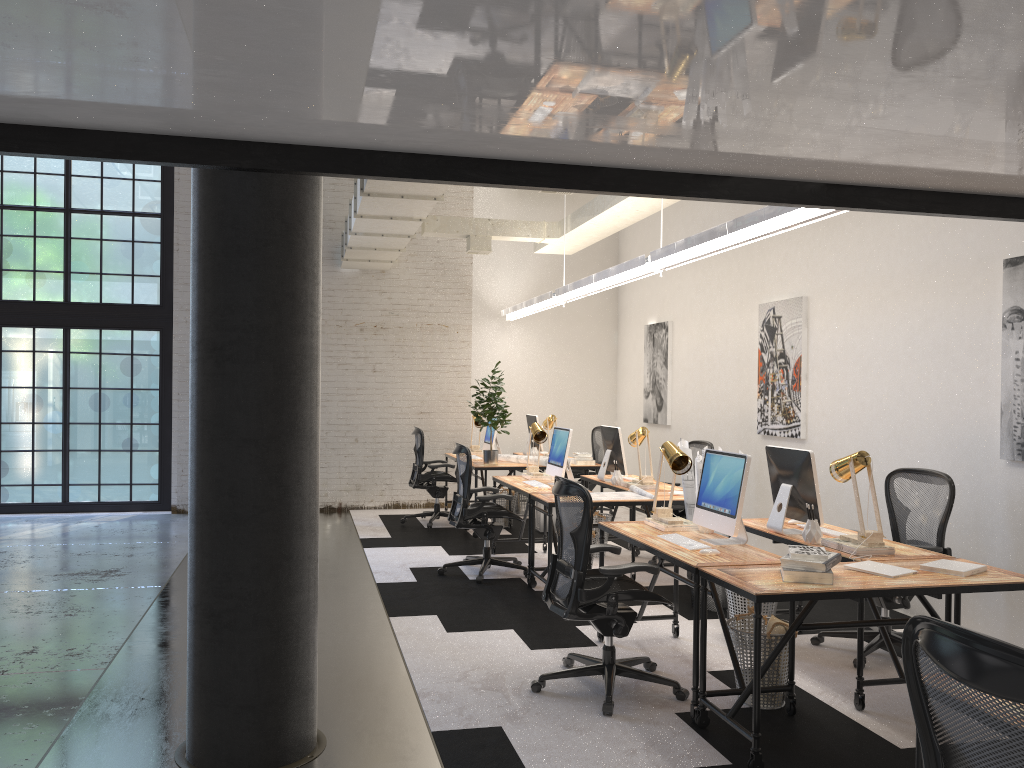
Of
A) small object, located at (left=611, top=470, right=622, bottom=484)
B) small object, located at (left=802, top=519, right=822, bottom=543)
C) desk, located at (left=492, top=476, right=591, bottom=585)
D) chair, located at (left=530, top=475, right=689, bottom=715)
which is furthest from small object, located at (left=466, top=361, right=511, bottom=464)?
small object, located at (left=802, top=519, right=822, bottom=543)

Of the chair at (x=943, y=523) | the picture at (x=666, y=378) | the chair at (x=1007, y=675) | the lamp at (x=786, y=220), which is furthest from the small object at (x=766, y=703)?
the picture at (x=666, y=378)

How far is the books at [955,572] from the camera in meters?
3.9

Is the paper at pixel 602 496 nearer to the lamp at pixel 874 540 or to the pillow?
the lamp at pixel 874 540

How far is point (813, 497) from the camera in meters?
4.8 m

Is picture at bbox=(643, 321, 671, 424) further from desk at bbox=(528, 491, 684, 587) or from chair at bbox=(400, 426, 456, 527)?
desk at bbox=(528, 491, 684, 587)

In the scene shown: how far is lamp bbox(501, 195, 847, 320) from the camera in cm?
469

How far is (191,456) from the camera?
3.57m

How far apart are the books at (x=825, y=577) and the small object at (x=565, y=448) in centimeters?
353cm

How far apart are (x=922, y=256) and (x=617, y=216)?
2.8 meters
